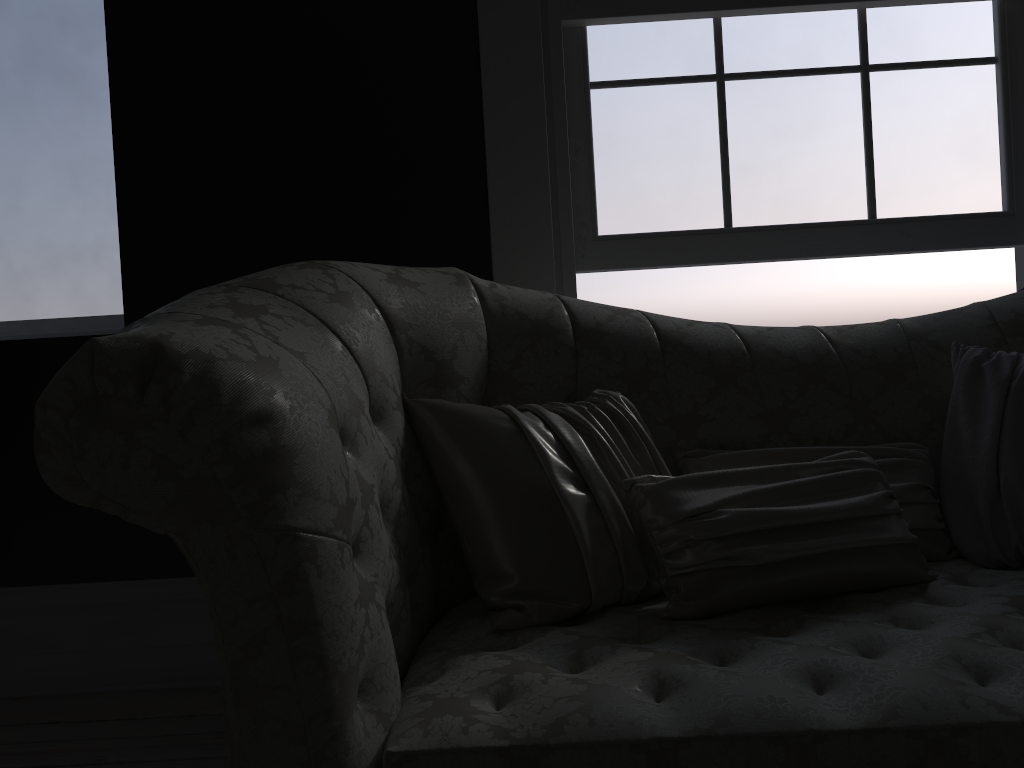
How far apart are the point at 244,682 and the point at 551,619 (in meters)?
0.57

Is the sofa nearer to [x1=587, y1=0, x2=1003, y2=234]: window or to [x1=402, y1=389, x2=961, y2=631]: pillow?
[x1=402, y1=389, x2=961, y2=631]: pillow

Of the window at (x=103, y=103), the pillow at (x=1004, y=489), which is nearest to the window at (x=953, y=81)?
the pillow at (x=1004, y=489)

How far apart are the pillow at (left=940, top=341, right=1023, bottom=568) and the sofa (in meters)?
0.06

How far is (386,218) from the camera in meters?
2.7 m

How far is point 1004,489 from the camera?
1.7 meters

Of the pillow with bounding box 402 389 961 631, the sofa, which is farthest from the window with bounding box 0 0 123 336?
the pillow with bounding box 402 389 961 631

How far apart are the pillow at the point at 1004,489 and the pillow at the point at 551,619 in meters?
0.0

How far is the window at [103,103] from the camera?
3.05m

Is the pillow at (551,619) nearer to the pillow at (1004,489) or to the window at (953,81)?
the pillow at (1004,489)
